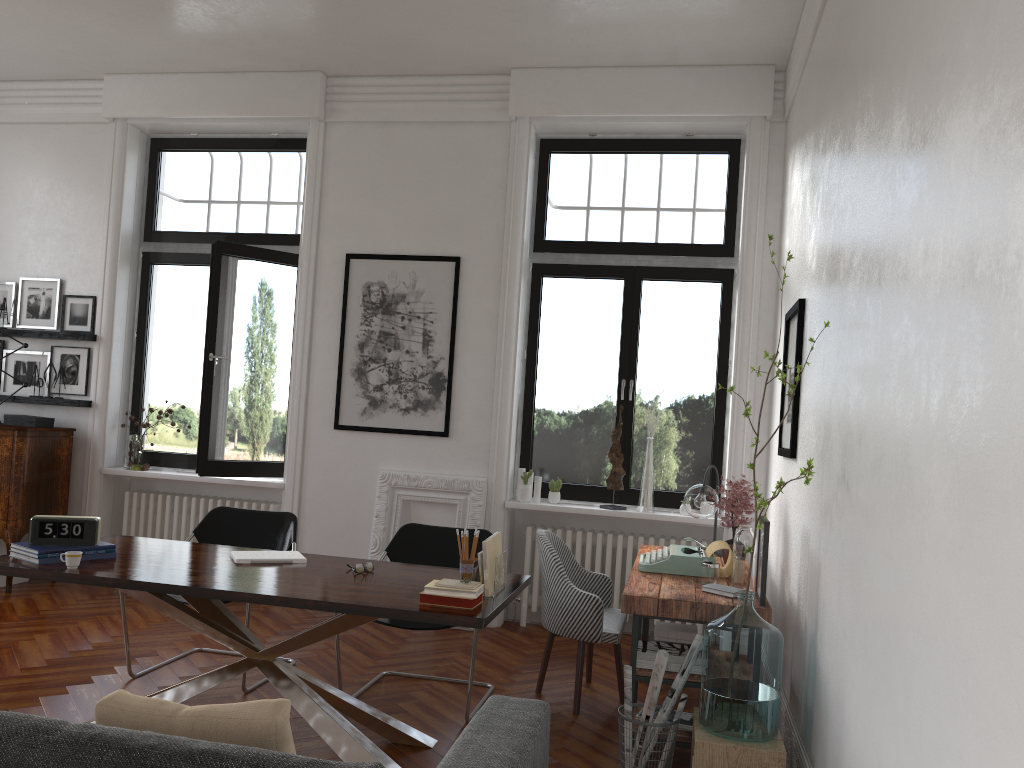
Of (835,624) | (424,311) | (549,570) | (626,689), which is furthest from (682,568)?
(424,311)

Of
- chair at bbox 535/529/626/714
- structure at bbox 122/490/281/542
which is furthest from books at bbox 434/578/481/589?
structure at bbox 122/490/281/542

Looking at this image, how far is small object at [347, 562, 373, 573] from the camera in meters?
4.0

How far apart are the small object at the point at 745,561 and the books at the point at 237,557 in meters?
2.0

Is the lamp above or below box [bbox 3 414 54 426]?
below

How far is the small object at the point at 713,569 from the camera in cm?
431

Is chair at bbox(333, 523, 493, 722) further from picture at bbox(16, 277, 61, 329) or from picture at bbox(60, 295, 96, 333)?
picture at bbox(16, 277, 61, 329)

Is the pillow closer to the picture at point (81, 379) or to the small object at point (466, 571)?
the small object at point (466, 571)

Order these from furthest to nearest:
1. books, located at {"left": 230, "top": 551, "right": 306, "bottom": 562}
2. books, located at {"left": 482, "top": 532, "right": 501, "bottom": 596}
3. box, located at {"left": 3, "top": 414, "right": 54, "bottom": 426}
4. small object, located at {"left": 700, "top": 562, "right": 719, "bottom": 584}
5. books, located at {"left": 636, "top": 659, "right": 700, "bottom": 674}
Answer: box, located at {"left": 3, "top": 414, "right": 54, "bottom": 426} < small object, located at {"left": 700, "top": 562, "right": 719, "bottom": 584} < books, located at {"left": 230, "top": 551, "right": 306, "bottom": 562} < books, located at {"left": 636, "top": 659, "right": 700, "bottom": 674} < books, located at {"left": 482, "top": 532, "right": 501, "bottom": 596}

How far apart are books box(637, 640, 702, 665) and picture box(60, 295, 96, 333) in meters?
5.2
